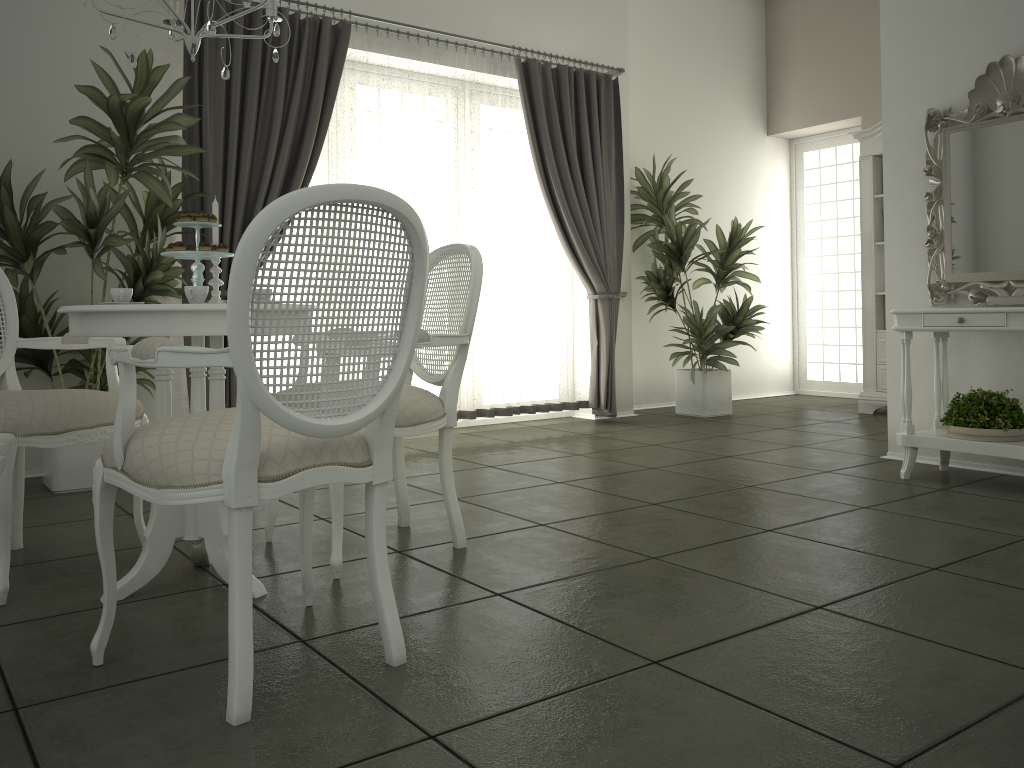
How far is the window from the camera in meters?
8.2

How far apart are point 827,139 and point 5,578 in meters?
7.7 m

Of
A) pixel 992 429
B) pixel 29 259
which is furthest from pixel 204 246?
pixel 992 429

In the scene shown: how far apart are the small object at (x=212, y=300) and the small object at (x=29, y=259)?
1.3 meters

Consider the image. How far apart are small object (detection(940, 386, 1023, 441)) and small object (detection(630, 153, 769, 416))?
2.5m

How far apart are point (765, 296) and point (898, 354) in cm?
371

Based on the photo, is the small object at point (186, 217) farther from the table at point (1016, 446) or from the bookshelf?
the bookshelf

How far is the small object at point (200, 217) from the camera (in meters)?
2.59

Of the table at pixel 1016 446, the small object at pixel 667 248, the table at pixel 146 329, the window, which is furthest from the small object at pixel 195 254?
the window

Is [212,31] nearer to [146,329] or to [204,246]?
[204,246]
